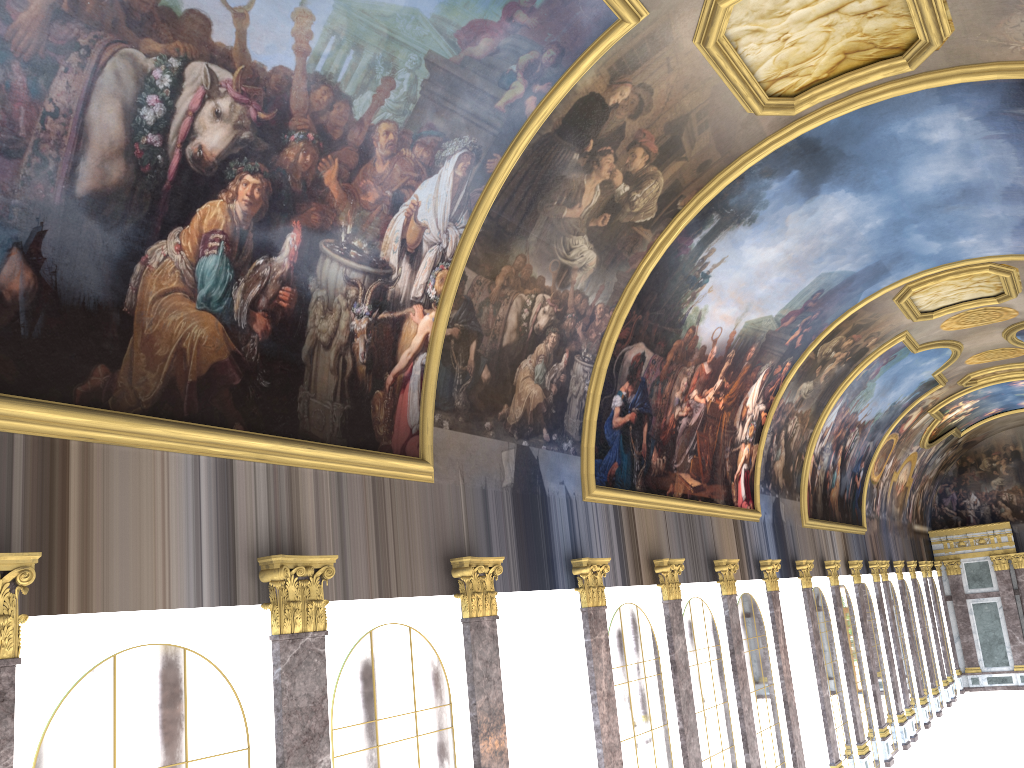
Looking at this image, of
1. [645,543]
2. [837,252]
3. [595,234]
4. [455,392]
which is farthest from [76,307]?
[837,252]
